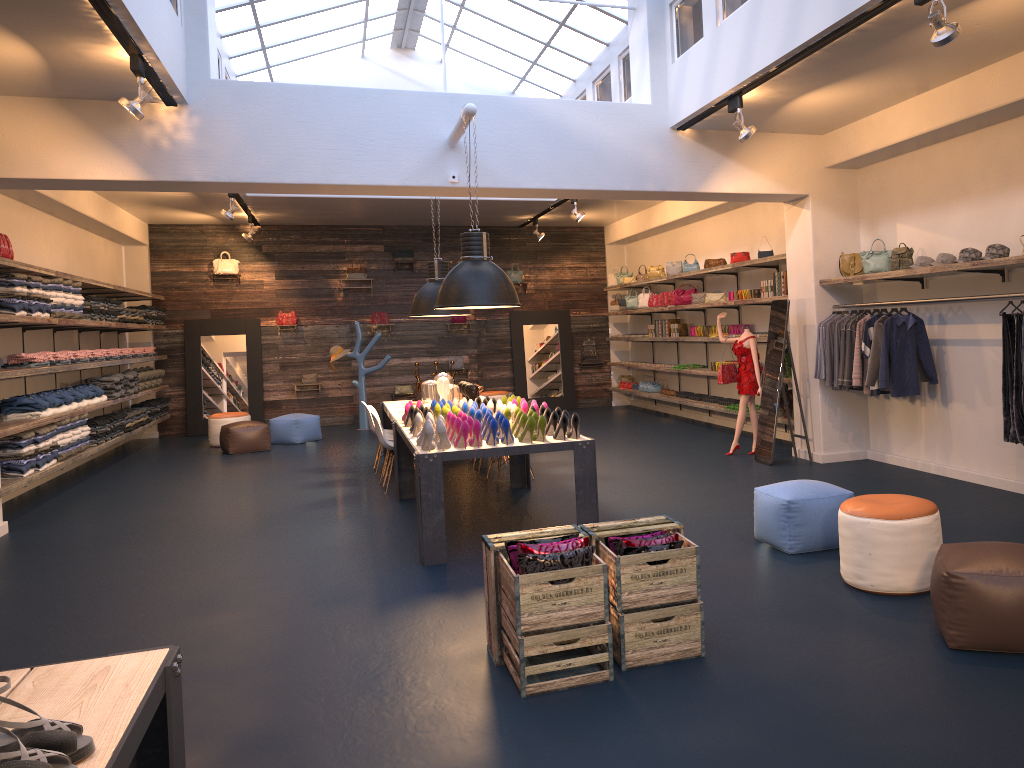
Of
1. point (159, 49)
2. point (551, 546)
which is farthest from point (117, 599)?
point (159, 49)

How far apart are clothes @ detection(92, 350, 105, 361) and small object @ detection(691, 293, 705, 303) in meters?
8.0 m

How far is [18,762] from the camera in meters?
1.6

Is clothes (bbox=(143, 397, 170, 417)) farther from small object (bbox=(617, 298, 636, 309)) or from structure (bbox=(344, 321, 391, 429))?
small object (bbox=(617, 298, 636, 309))

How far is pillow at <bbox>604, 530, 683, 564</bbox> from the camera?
3.97m

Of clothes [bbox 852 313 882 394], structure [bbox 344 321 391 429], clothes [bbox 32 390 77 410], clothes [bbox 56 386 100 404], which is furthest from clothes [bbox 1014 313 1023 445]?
structure [bbox 344 321 391 429]

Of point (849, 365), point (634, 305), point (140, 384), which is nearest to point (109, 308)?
point (140, 384)

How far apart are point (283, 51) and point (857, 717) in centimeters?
1069cm

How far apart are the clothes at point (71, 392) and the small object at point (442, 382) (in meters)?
4.55

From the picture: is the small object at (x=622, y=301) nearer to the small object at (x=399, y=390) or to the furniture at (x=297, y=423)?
the small object at (x=399, y=390)
